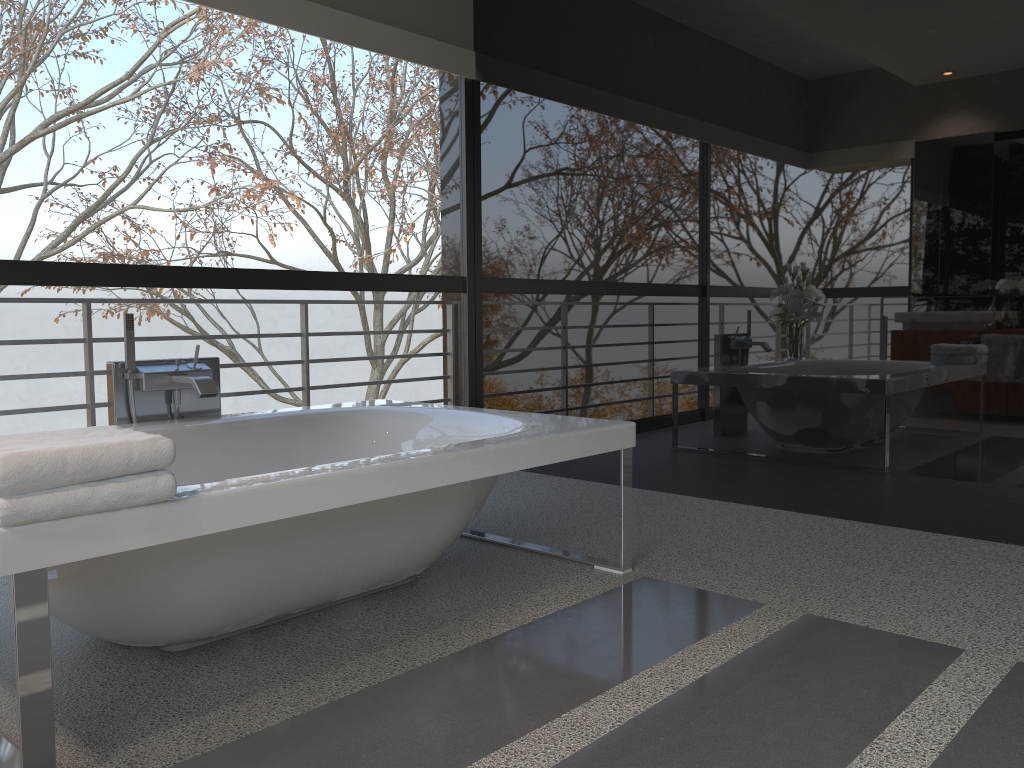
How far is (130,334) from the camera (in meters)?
3.04

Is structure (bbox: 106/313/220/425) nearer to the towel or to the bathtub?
the bathtub

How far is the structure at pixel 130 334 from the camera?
3.04m

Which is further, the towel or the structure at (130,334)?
the structure at (130,334)

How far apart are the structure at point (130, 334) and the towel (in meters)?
1.13

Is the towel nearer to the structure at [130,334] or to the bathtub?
the bathtub

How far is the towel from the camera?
1.55m

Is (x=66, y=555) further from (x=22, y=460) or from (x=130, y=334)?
(x=130, y=334)

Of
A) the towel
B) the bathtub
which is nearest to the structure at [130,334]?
the bathtub

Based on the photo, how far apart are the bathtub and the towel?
0.0m
